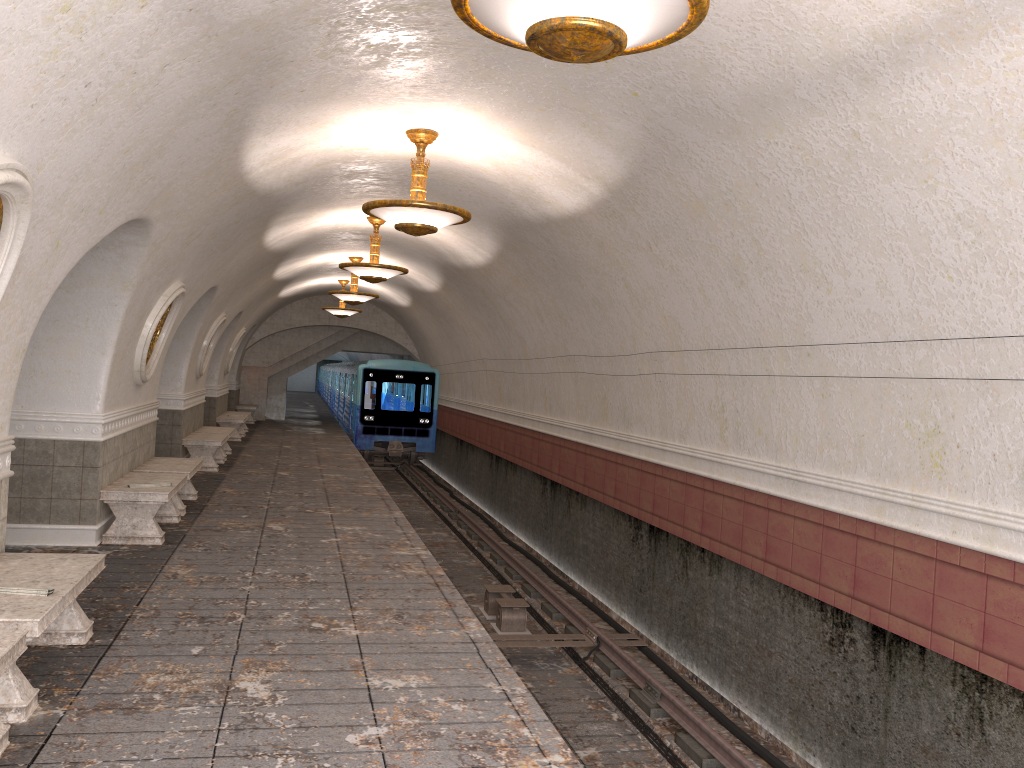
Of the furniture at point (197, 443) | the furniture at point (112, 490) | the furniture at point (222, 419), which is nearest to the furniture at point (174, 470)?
the furniture at point (112, 490)

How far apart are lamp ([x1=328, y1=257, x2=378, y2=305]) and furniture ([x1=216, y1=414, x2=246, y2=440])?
4.6m

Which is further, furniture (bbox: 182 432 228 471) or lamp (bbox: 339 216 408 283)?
furniture (bbox: 182 432 228 471)

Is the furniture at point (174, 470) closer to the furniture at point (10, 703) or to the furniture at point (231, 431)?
the furniture at point (10, 703)

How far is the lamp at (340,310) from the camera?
21.9 meters

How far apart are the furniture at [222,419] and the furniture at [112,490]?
10.7 meters

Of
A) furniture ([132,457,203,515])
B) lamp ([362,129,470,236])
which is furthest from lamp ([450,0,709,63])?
furniture ([132,457,203,515])

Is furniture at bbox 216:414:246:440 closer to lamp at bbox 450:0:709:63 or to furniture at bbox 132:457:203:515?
furniture at bbox 132:457:203:515

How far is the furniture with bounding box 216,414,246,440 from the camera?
20.0 meters

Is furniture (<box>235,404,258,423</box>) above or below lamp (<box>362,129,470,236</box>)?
below
